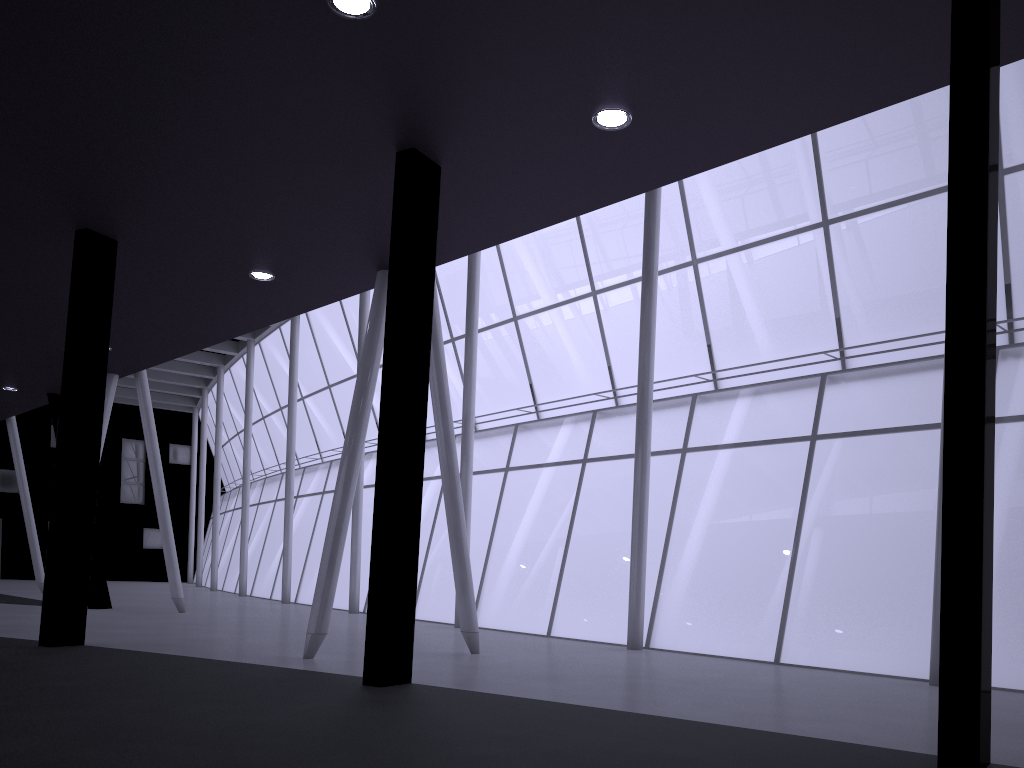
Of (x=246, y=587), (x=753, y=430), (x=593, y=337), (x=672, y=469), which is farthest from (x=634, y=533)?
(x=246, y=587)

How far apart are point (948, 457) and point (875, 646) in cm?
1991

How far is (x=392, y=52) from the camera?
11.3m
